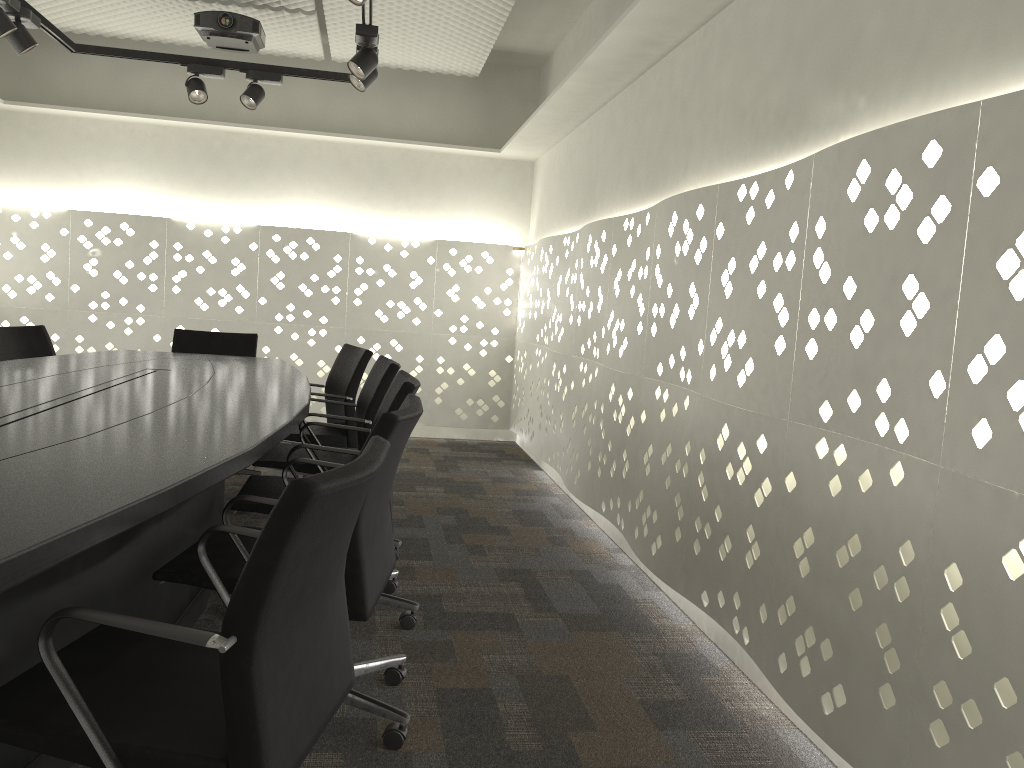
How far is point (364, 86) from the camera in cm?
384

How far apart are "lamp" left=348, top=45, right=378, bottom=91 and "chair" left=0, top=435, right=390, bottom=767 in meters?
2.7 m

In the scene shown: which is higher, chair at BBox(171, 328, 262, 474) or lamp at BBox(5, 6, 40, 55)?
lamp at BBox(5, 6, 40, 55)

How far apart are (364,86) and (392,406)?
1.9 meters

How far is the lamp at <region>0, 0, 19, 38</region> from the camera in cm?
341

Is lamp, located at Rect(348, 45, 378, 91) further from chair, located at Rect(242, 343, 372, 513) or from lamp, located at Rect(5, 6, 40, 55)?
lamp, located at Rect(5, 6, 40, 55)

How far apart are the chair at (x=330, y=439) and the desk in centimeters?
19cm

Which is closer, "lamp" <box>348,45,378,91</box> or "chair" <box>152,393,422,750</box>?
"chair" <box>152,393,422,750</box>

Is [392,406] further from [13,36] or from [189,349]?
[13,36]

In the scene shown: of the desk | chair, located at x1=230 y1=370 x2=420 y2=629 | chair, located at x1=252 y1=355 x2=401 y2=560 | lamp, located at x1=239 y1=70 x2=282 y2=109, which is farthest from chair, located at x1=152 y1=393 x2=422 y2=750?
lamp, located at x1=239 y1=70 x2=282 y2=109
